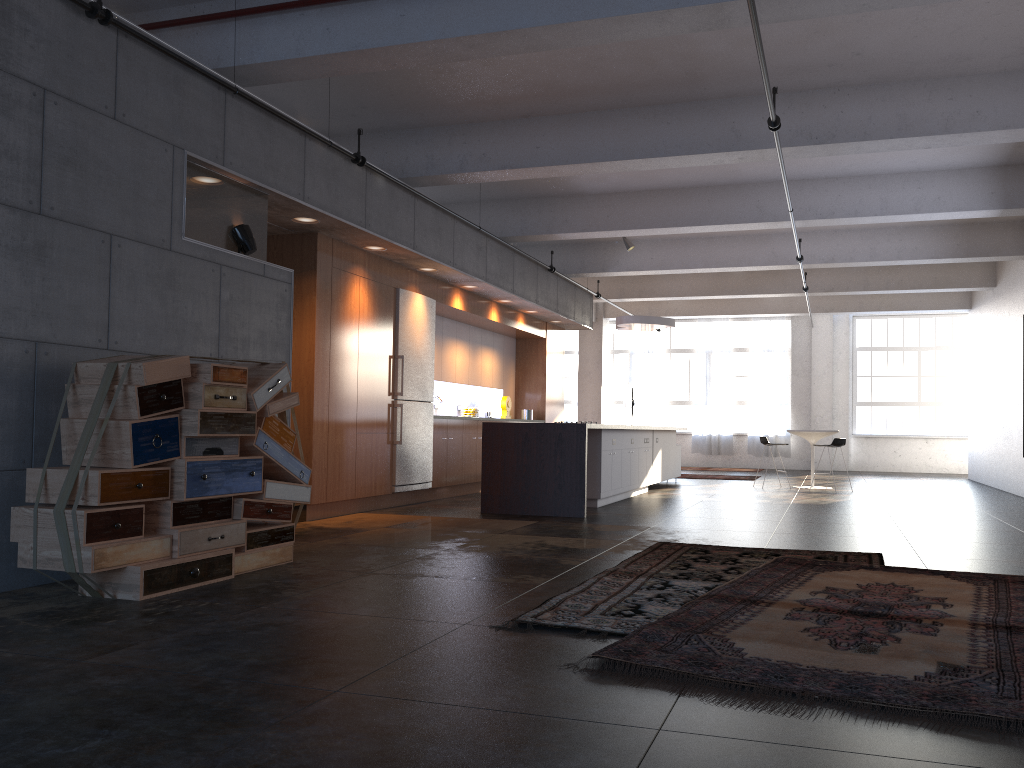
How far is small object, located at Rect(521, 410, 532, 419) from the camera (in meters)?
14.68

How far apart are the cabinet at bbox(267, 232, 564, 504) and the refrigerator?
0.1 meters

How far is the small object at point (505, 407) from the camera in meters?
14.1

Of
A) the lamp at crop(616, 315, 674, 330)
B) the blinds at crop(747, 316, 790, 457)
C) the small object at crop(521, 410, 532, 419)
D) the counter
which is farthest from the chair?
the blinds at crop(747, 316, 790, 457)

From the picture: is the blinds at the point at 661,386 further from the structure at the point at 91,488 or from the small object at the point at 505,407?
the structure at the point at 91,488

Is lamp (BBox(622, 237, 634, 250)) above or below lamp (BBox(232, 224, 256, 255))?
above

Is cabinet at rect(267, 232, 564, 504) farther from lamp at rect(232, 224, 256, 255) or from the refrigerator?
lamp at rect(232, 224, 256, 255)

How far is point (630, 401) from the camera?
20.3 meters

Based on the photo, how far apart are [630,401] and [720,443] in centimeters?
304cm

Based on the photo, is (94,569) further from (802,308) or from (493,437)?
(802,308)
